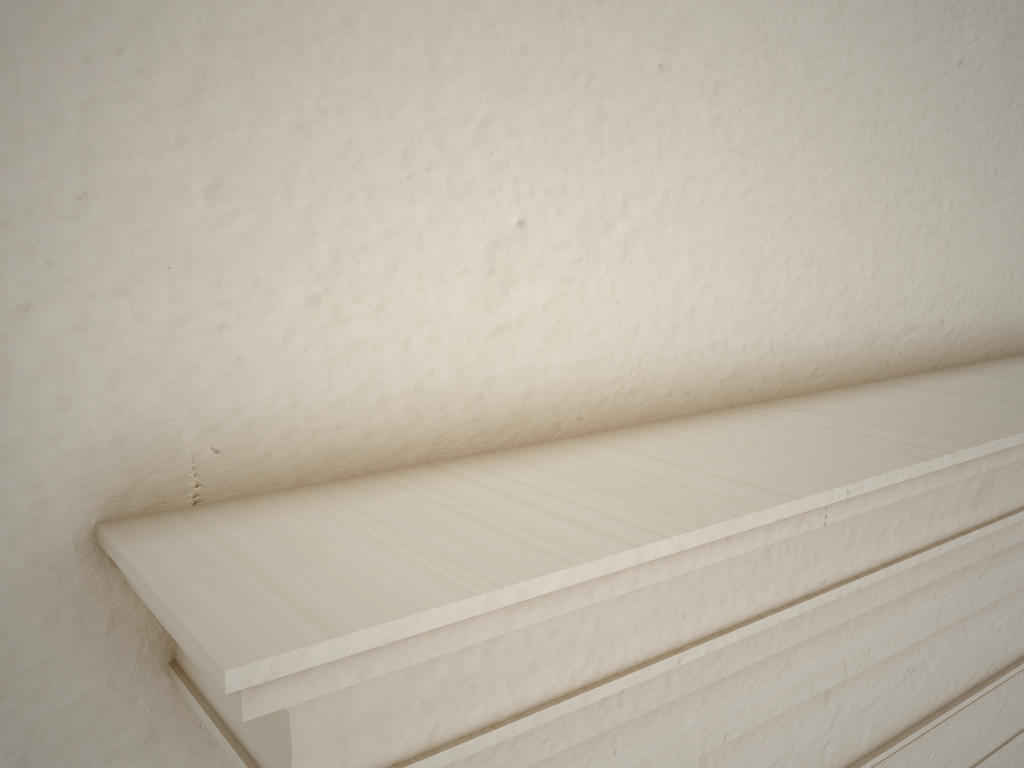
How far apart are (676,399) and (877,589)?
0.3 meters

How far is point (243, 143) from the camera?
0.6 meters
